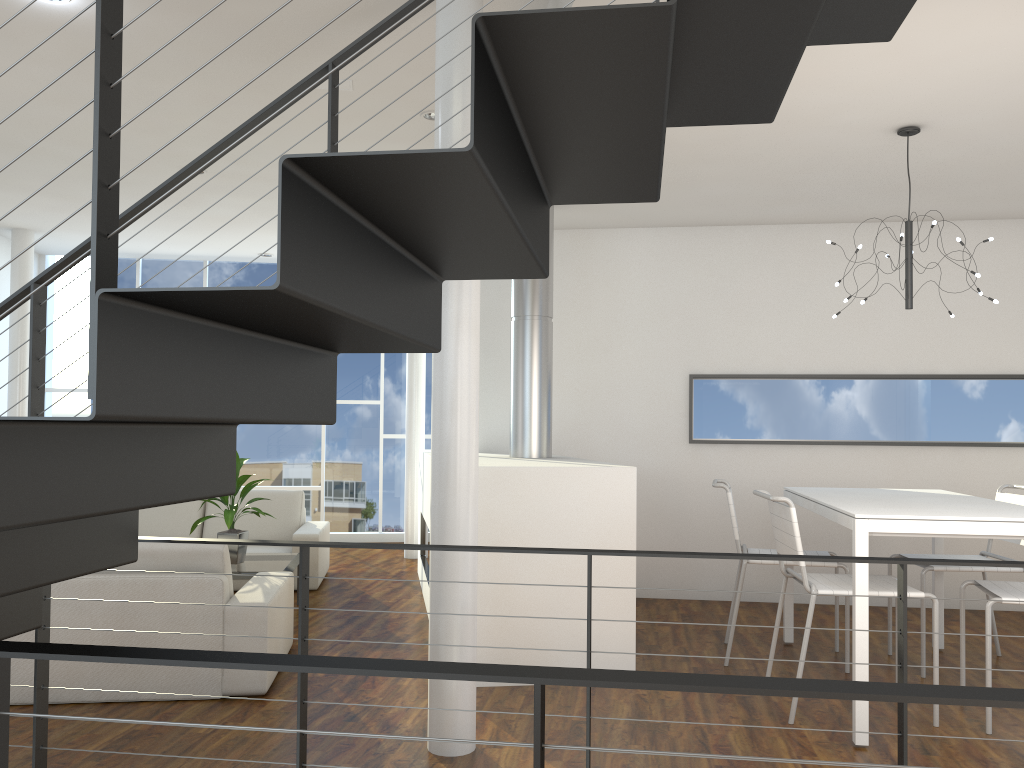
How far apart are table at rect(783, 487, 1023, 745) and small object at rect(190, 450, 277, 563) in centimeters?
264cm

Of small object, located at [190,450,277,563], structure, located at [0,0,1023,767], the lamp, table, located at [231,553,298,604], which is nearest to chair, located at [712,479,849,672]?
the lamp

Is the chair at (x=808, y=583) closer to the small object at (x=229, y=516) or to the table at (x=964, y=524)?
the table at (x=964, y=524)

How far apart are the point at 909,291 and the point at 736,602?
1.44m

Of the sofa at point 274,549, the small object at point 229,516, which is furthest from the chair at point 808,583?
the sofa at point 274,549

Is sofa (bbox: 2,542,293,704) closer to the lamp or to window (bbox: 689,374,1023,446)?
window (bbox: 689,374,1023,446)

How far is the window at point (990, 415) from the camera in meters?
5.1 m

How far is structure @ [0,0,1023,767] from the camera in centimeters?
112cm

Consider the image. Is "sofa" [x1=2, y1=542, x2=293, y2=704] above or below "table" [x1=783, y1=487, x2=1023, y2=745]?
below

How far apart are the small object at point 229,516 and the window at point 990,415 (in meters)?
2.51
